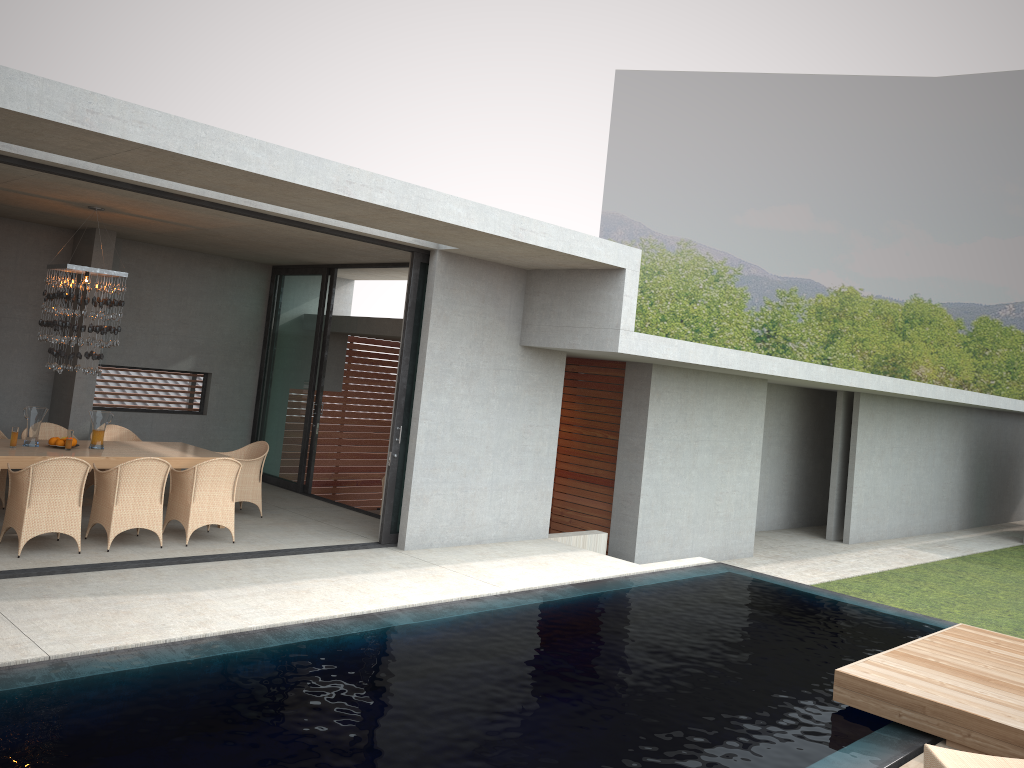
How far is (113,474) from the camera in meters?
8.2 m

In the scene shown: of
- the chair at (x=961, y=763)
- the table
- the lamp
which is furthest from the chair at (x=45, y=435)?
the chair at (x=961, y=763)

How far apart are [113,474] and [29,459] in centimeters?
81cm

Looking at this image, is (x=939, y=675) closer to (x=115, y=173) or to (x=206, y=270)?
(x=115, y=173)

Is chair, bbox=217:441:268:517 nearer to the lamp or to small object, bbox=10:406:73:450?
the lamp

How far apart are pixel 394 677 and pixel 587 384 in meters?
8.4

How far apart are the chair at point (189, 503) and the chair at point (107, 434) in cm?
203

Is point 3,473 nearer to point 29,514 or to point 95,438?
point 29,514

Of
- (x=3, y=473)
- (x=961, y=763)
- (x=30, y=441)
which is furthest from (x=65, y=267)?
(x=30, y=441)

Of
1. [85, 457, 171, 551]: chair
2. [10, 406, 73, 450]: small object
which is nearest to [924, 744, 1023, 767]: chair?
[85, 457, 171, 551]: chair
